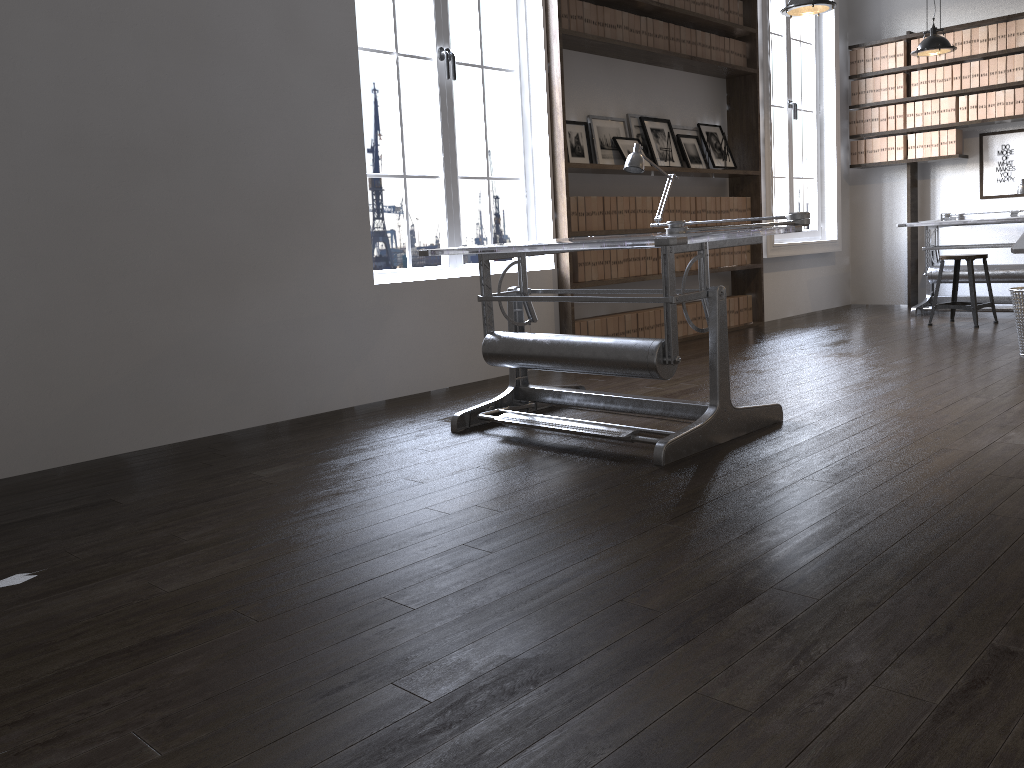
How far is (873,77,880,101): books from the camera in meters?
8.0 m

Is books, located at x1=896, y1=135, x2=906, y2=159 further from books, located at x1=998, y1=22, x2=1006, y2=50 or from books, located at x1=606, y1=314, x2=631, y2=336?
books, located at x1=606, y1=314, x2=631, y2=336

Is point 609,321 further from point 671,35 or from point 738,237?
point 738,237

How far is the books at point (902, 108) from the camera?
7.9m

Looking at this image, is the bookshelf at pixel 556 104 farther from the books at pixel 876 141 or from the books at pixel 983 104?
the books at pixel 983 104

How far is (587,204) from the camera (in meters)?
5.67

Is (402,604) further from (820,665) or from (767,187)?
(767,187)

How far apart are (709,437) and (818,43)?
6.2m

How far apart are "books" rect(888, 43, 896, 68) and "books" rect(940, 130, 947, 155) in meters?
0.8

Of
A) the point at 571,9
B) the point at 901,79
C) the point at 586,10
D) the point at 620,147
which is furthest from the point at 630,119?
the point at 901,79
